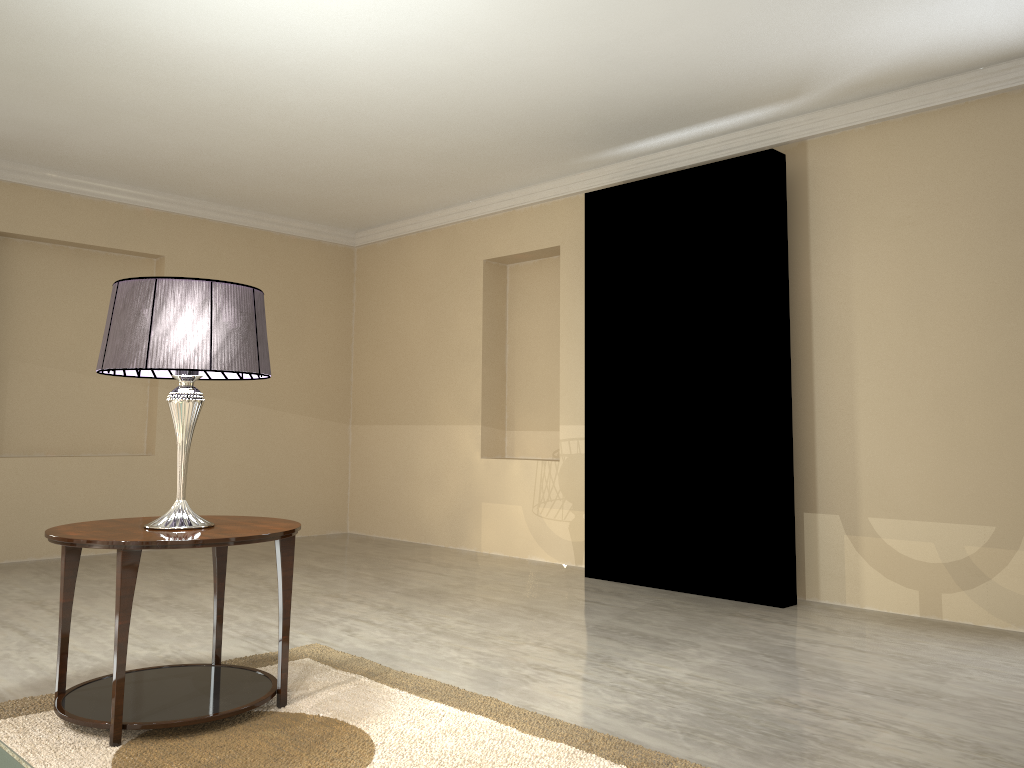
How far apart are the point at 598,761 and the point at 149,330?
1.6 meters

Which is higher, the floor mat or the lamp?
the lamp

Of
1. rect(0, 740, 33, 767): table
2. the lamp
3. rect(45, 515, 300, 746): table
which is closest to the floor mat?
rect(45, 515, 300, 746): table

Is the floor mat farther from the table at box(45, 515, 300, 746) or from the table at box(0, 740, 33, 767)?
the table at box(0, 740, 33, 767)

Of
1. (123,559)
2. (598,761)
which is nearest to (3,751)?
(123,559)

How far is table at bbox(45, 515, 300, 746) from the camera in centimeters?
220cm

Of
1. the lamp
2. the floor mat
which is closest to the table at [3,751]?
the floor mat

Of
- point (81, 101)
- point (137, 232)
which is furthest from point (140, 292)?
point (137, 232)

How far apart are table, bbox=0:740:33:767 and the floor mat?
2.5 meters

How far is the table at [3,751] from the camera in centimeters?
459cm
